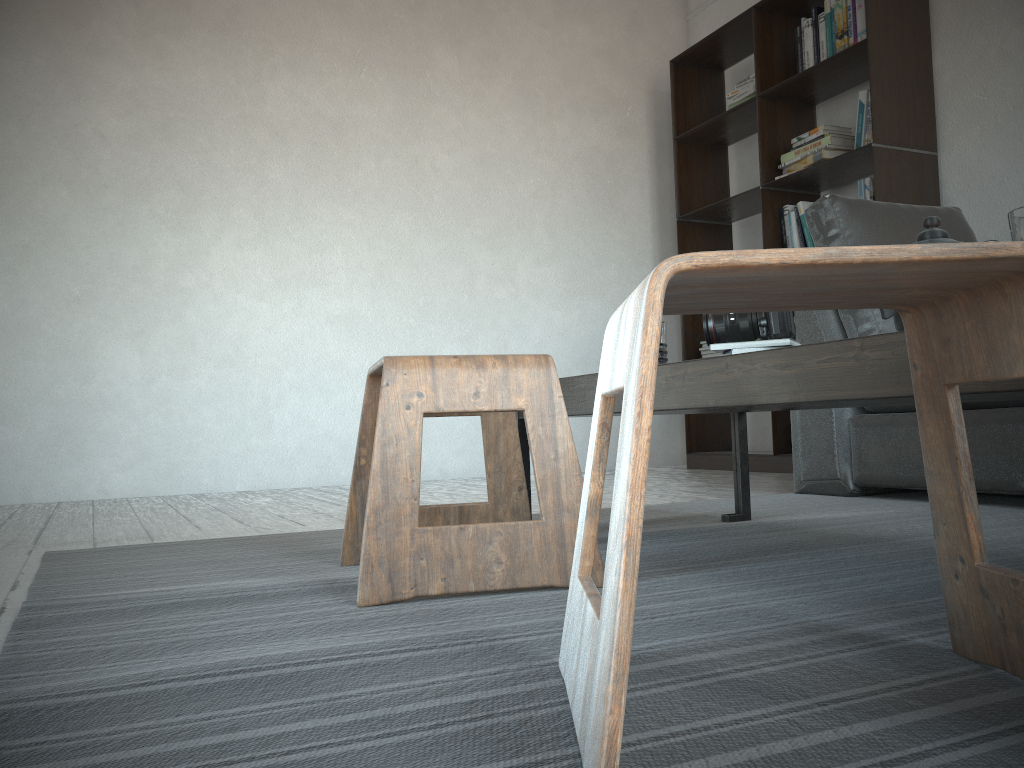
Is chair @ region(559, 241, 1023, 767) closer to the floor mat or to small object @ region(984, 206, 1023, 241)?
the floor mat

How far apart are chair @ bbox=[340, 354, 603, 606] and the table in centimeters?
11cm

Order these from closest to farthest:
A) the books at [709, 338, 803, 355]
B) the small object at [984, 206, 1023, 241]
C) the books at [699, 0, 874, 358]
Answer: the small object at [984, 206, 1023, 241], the books at [709, 338, 803, 355], the books at [699, 0, 874, 358]

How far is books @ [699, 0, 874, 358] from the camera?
3.6 meters

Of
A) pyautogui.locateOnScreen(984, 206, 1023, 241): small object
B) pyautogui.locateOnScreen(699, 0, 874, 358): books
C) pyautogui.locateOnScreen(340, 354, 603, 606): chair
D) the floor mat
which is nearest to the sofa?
the floor mat

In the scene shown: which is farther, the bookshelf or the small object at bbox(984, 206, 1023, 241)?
the bookshelf

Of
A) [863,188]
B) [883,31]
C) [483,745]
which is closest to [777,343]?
[483,745]

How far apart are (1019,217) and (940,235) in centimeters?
39cm

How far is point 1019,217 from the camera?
0.9m

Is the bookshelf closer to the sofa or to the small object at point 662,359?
the sofa
